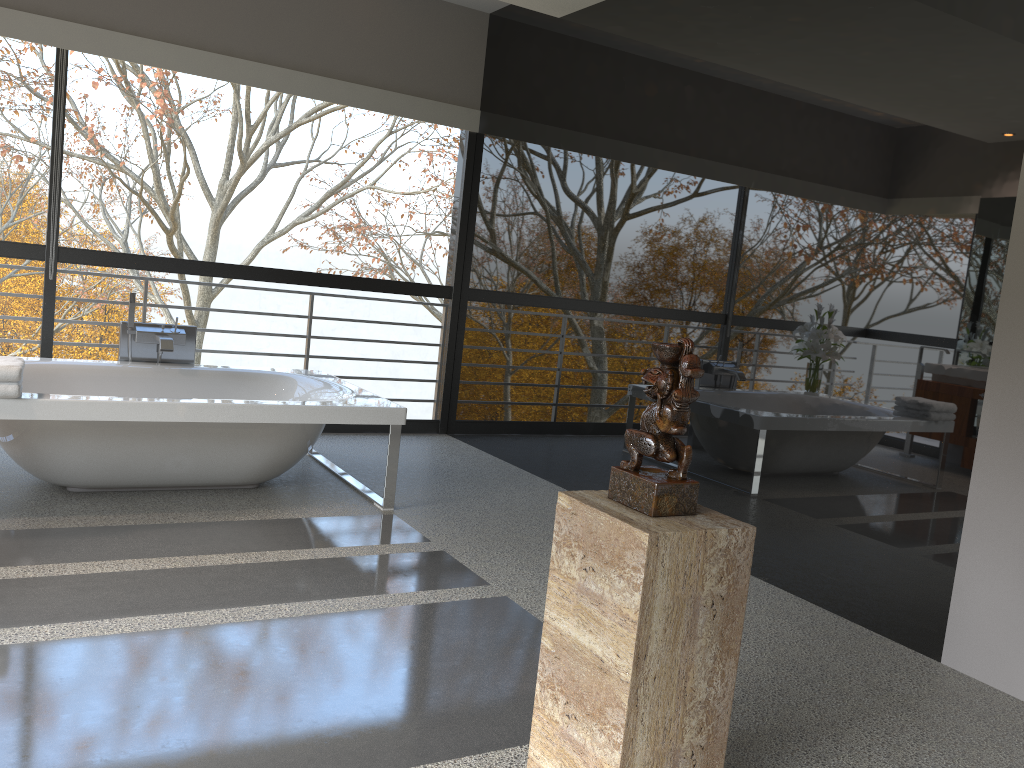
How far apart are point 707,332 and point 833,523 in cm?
109

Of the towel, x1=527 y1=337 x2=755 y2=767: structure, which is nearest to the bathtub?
the towel

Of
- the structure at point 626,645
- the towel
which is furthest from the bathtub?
the structure at point 626,645

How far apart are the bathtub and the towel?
0.04m

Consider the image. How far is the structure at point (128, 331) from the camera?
4.8 meters

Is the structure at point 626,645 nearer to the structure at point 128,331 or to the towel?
the towel

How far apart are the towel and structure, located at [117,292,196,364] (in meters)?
1.15

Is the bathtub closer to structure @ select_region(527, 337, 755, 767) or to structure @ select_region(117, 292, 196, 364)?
structure @ select_region(117, 292, 196, 364)

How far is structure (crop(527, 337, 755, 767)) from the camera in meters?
1.8

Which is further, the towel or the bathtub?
the bathtub
